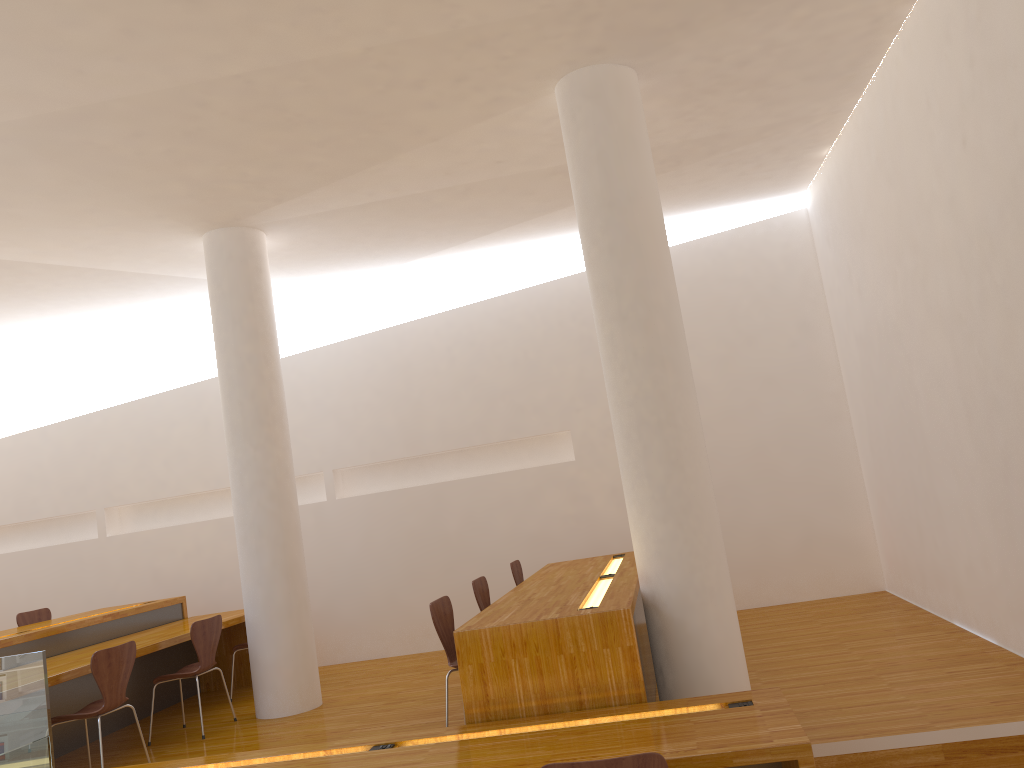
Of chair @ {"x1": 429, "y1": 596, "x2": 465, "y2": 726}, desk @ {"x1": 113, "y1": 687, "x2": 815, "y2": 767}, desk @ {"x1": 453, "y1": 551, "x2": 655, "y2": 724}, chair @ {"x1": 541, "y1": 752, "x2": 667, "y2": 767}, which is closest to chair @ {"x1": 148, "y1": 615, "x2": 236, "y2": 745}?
desk @ {"x1": 113, "y1": 687, "x2": 815, "y2": 767}

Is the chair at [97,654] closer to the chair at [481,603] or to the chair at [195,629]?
the chair at [195,629]

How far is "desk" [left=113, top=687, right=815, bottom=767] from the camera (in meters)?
2.82

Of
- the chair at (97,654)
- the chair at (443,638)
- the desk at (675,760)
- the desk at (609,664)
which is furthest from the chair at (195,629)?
the desk at (609,664)

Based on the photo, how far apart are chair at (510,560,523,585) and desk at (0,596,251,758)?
2.1 meters

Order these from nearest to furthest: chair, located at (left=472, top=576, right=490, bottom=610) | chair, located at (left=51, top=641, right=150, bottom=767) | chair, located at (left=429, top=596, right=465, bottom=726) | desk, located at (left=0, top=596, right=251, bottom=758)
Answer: chair, located at (left=429, top=596, right=465, bottom=726), chair, located at (left=51, top=641, right=150, bottom=767), chair, located at (left=472, top=576, right=490, bottom=610), desk, located at (left=0, top=596, right=251, bottom=758)

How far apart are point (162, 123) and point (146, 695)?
4.2m

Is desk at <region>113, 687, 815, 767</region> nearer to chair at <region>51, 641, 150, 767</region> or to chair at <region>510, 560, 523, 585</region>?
chair at <region>51, 641, 150, 767</region>

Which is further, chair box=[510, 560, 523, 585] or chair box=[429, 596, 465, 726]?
chair box=[510, 560, 523, 585]

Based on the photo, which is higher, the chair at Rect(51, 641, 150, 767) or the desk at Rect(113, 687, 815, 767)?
the chair at Rect(51, 641, 150, 767)
